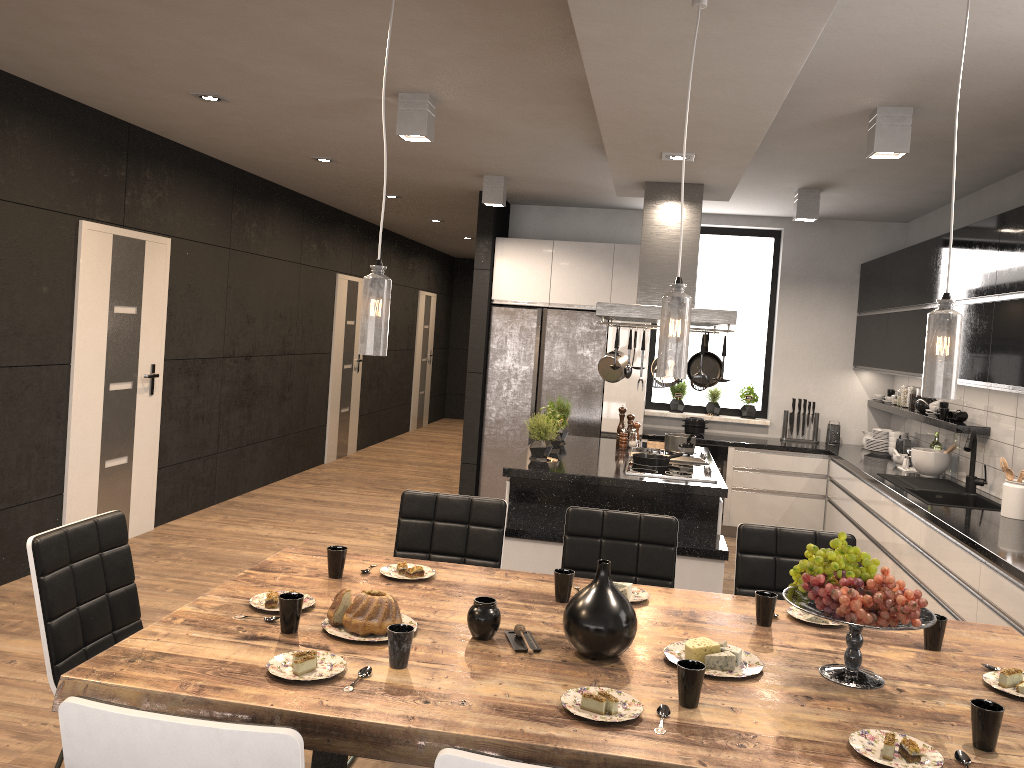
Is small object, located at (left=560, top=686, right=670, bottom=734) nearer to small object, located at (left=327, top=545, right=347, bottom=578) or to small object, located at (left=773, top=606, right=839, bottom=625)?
small object, located at (left=773, top=606, right=839, bottom=625)

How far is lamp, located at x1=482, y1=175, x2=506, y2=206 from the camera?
6.6m

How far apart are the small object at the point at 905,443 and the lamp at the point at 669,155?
3.46m

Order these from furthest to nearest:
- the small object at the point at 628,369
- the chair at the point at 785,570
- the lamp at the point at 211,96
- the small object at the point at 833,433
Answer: the small object at the point at 833,433 < the small object at the point at 628,369 < the lamp at the point at 211,96 < the chair at the point at 785,570

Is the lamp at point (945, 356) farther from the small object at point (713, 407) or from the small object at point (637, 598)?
the small object at point (713, 407)

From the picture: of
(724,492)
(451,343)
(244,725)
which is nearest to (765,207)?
(724,492)

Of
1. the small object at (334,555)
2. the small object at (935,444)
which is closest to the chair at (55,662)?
the small object at (334,555)

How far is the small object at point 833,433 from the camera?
7.60m

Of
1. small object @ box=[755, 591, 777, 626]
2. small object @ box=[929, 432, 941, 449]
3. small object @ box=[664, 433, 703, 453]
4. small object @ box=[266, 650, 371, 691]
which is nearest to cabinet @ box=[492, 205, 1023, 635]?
small object @ box=[929, 432, 941, 449]

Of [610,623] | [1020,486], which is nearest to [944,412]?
[1020,486]
